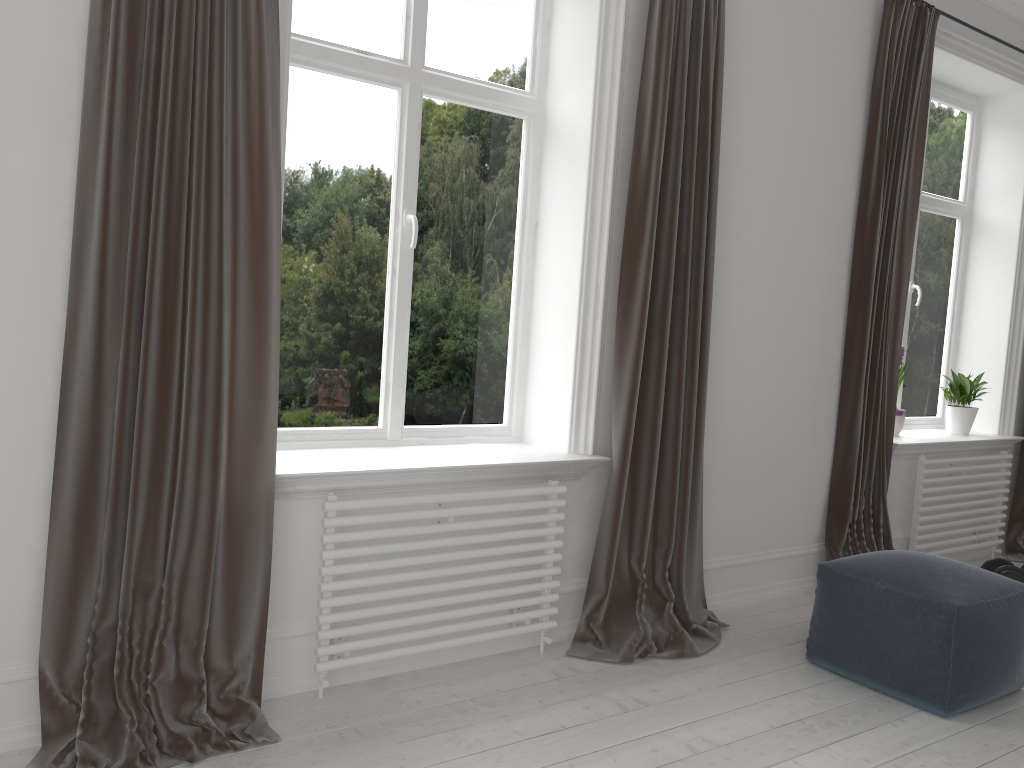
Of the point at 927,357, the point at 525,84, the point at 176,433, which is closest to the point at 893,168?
the point at 927,357

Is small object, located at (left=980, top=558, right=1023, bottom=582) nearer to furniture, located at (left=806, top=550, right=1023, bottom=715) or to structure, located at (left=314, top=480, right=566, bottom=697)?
furniture, located at (left=806, top=550, right=1023, bottom=715)

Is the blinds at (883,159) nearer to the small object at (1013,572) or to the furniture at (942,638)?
the small object at (1013,572)

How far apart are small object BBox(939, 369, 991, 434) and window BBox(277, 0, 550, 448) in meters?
2.8

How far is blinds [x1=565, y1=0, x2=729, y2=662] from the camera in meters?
3.1 m

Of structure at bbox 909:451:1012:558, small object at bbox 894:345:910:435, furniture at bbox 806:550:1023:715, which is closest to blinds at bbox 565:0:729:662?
furniture at bbox 806:550:1023:715

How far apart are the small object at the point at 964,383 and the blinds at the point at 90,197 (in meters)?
3.98

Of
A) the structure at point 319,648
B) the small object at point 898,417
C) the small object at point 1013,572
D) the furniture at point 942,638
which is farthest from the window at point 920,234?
the structure at point 319,648

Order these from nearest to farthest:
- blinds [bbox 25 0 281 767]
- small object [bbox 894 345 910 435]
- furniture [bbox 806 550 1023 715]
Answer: blinds [bbox 25 0 281 767], furniture [bbox 806 550 1023 715], small object [bbox 894 345 910 435]

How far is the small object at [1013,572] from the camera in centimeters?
406cm
